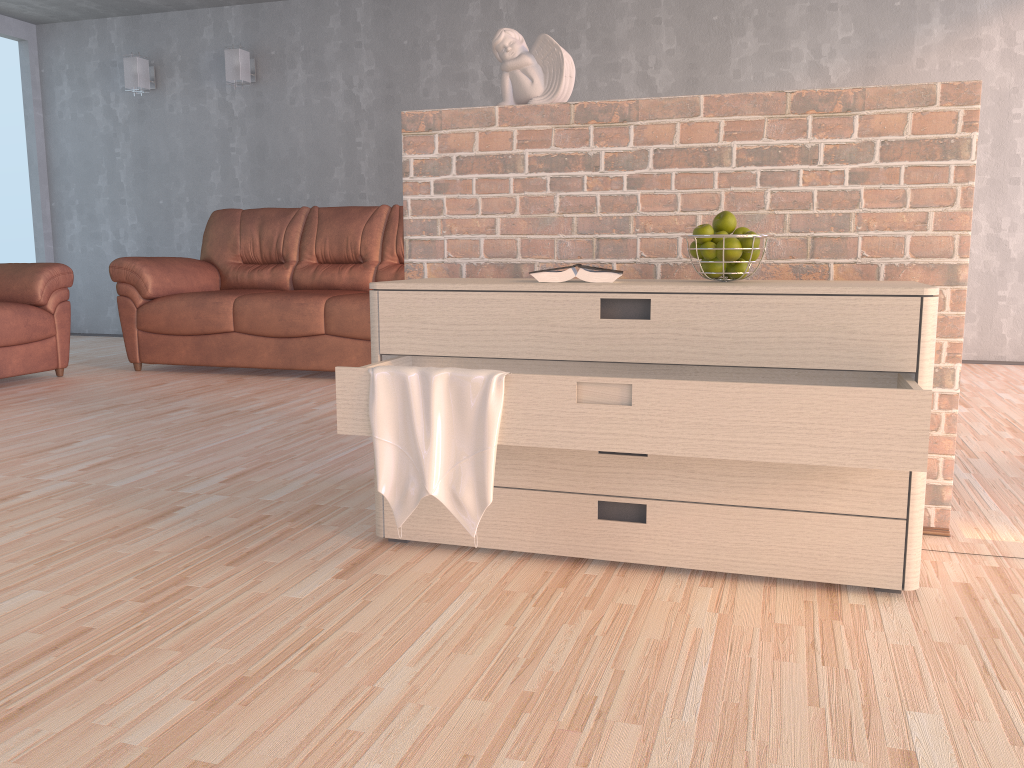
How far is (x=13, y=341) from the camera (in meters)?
4.54

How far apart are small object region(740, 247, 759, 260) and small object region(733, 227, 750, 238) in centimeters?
6cm

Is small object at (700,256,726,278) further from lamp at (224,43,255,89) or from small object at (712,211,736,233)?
lamp at (224,43,255,89)

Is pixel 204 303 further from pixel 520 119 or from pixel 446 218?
pixel 520 119

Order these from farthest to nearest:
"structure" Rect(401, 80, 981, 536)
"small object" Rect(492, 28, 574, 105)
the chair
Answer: the chair
"small object" Rect(492, 28, 574, 105)
"structure" Rect(401, 80, 981, 536)

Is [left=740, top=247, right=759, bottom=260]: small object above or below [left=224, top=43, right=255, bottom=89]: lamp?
below

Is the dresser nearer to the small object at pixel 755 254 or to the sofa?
the small object at pixel 755 254

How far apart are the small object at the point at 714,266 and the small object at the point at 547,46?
0.7 meters

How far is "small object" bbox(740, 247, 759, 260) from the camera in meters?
2.0

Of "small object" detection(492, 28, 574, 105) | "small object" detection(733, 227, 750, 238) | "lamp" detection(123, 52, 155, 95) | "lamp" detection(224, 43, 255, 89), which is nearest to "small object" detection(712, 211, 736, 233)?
"small object" detection(733, 227, 750, 238)
